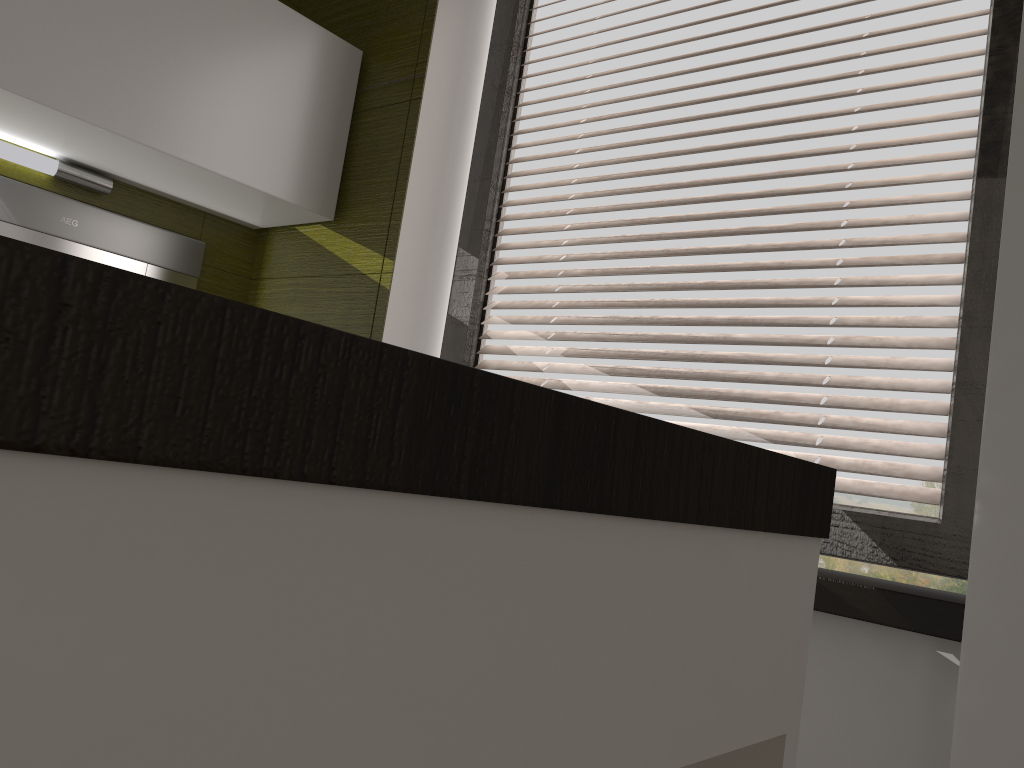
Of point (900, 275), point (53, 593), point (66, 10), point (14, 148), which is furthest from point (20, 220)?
point (53, 593)

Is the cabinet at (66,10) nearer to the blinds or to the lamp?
the lamp

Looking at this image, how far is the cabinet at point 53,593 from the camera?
A: 0.2 meters

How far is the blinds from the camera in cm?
149

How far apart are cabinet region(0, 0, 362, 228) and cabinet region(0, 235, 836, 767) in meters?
1.6

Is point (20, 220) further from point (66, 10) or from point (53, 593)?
point (53, 593)

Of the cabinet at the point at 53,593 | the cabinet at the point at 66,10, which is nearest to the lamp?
the cabinet at the point at 66,10

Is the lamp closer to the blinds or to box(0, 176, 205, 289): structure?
box(0, 176, 205, 289): structure

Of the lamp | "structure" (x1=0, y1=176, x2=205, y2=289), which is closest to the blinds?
"structure" (x1=0, y1=176, x2=205, y2=289)

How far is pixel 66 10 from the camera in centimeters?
165cm
